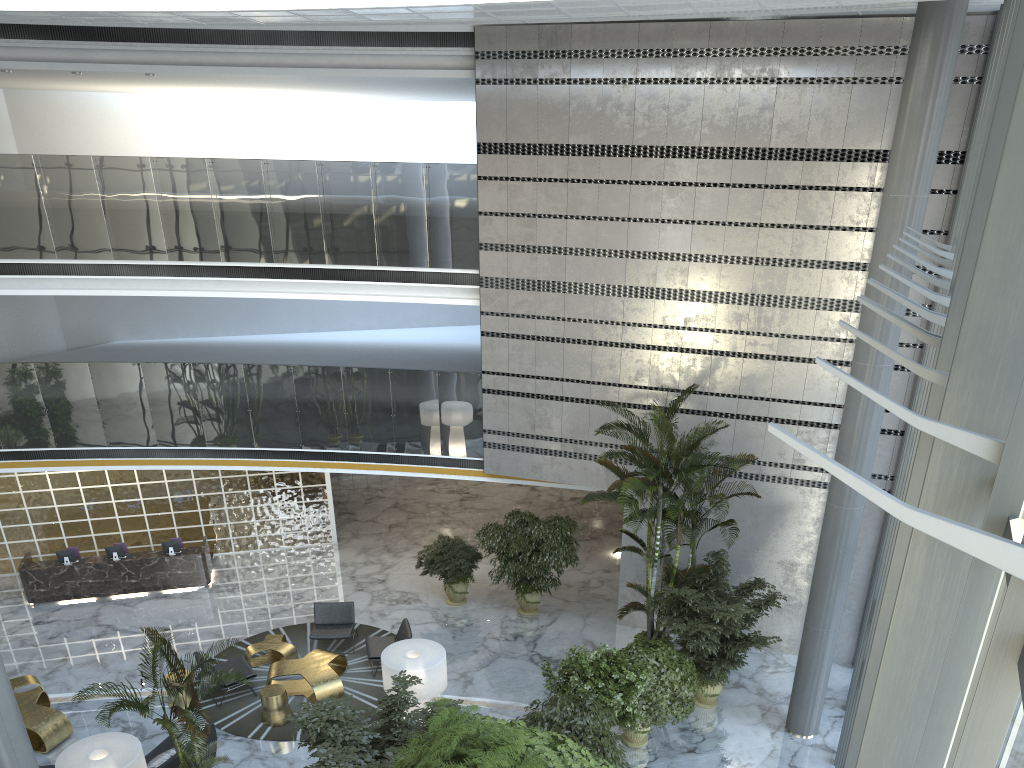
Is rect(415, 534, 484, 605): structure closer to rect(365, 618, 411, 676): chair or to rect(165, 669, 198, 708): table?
rect(365, 618, 411, 676): chair

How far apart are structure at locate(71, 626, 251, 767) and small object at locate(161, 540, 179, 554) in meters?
8.0

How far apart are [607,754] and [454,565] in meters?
6.3 m

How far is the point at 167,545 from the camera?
15.5m

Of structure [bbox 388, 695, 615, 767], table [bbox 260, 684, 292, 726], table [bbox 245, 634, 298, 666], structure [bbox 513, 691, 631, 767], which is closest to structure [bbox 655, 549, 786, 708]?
structure [bbox 513, 691, 631, 767]

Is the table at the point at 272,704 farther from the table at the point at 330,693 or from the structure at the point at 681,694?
the structure at the point at 681,694

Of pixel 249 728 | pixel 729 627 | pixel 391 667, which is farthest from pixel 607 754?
pixel 249 728

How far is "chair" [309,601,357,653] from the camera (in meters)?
13.15

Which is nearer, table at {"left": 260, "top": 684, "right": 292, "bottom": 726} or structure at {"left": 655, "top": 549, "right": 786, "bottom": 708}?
structure at {"left": 655, "top": 549, "right": 786, "bottom": 708}

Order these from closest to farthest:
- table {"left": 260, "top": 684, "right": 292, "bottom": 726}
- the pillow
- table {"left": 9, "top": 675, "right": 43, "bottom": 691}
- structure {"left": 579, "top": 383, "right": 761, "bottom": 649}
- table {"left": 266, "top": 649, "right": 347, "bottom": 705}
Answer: the pillow → table {"left": 260, "top": 684, "right": 292, "bottom": 726} → structure {"left": 579, "top": 383, "right": 761, "bottom": 649} → table {"left": 266, "top": 649, "right": 347, "bottom": 705} → table {"left": 9, "top": 675, "right": 43, "bottom": 691}
